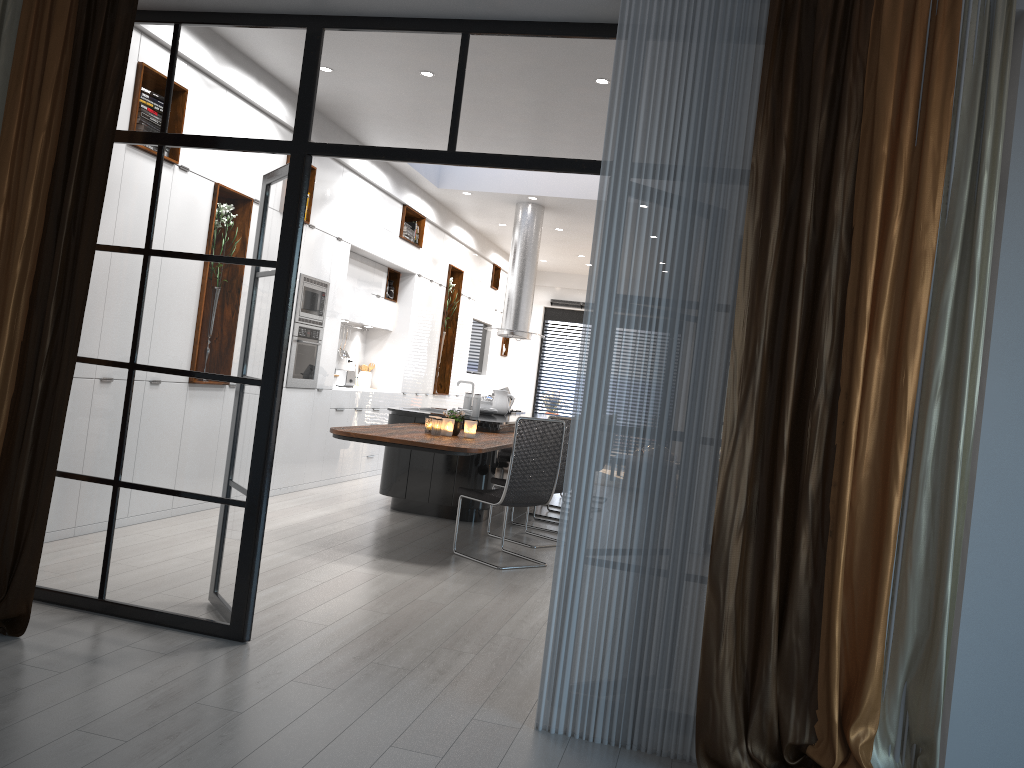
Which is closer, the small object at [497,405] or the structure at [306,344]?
the structure at [306,344]

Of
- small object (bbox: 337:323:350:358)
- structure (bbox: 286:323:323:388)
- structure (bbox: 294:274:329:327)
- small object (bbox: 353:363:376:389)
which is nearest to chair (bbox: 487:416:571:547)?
structure (bbox: 286:323:323:388)

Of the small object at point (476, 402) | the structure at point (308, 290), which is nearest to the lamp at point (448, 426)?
the small object at point (476, 402)

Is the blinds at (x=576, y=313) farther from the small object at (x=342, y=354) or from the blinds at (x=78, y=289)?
the blinds at (x=78, y=289)

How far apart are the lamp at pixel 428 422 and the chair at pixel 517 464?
0.51m

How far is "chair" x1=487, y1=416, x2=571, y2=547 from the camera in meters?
7.0 m

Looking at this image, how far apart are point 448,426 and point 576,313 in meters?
10.2

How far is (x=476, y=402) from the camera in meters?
7.9 m

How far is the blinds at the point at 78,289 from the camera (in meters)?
3.57

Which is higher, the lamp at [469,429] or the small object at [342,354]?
the small object at [342,354]
